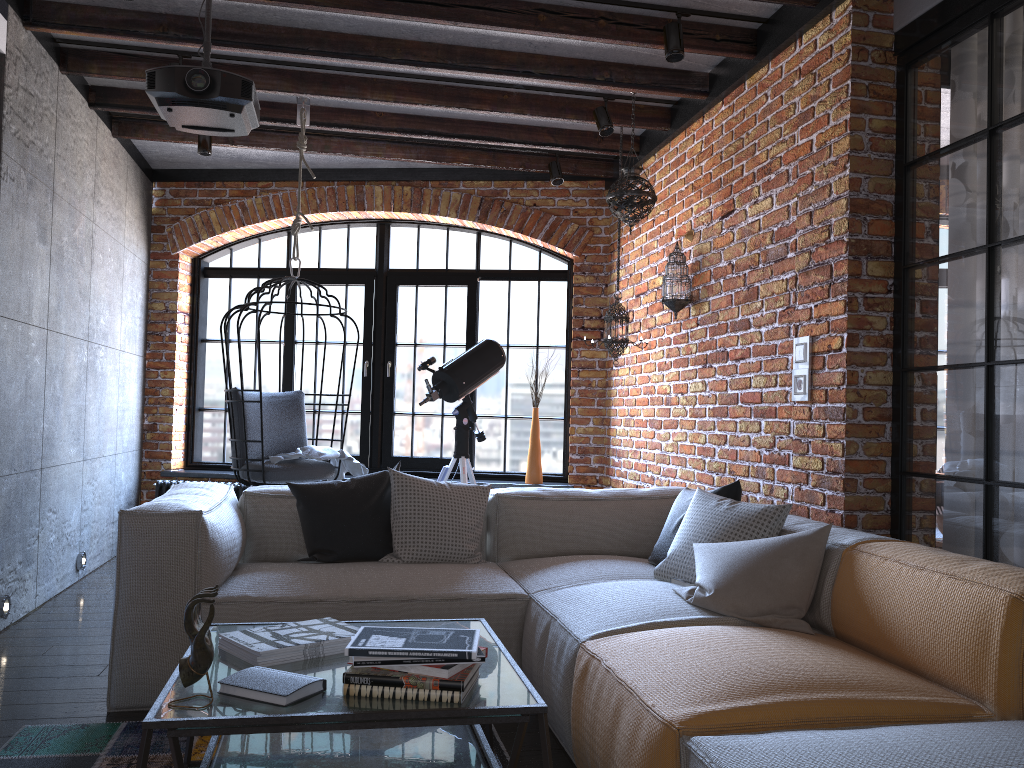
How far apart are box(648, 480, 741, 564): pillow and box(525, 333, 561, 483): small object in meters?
2.6

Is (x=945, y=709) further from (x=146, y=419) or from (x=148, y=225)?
(x=148, y=225)

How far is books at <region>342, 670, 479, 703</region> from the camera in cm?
176

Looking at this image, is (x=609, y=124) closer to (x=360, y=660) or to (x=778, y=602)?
(x=778, y=602)

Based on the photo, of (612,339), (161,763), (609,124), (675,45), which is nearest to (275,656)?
(161,763)

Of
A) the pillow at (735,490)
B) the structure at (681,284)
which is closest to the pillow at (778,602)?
the pillow at (735,490)

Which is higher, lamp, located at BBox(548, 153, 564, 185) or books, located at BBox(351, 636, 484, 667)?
lamp, located at BBox(548, 153, 564, 185)

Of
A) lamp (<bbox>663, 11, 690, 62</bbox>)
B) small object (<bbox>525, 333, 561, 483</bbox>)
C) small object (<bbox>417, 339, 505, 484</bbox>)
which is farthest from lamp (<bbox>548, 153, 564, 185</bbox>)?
lamp (<bbox>663, 11, 690, 62</bbox>)

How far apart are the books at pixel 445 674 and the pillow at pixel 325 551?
1.62m

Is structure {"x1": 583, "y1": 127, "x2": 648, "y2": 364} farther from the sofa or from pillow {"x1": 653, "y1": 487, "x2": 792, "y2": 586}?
pillow {"x1": 653, "y1": 487, "x2": 792, "y2": 586}
